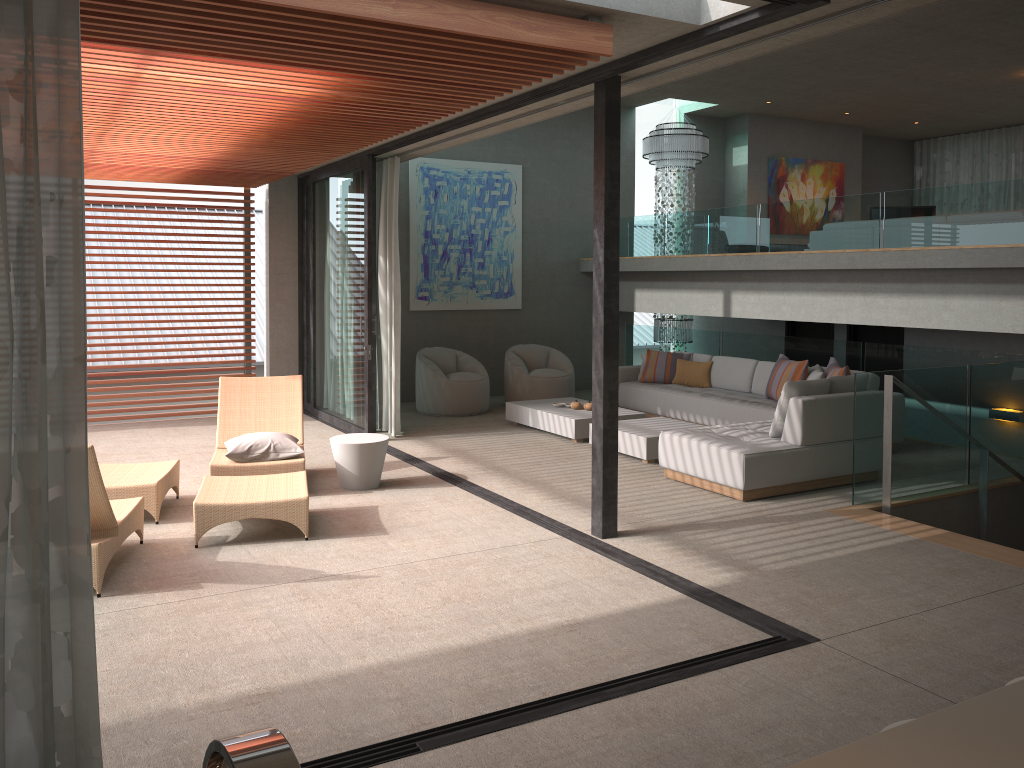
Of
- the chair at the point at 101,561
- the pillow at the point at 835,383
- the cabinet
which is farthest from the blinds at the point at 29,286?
the pillow at the point at 835,383

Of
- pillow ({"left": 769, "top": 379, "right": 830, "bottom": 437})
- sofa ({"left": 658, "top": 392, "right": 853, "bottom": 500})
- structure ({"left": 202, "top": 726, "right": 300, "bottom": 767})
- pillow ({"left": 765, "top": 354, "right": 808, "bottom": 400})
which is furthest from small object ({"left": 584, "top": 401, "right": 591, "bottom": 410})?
structure ({"left": 202, "top": 726, "right": 300, "bottom": 767})

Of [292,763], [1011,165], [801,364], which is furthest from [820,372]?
[1011,165]

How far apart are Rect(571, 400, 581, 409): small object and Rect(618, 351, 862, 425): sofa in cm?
113

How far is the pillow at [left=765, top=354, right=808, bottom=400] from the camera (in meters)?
8.89

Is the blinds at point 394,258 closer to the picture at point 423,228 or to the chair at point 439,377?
the chair at point 439,377

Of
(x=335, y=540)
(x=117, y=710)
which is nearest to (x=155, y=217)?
(x=335, y=540)

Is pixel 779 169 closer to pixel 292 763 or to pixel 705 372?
pixel 705 372

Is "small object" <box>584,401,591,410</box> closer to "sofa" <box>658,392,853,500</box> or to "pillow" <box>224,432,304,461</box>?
"sofa" <box>658,392,853,500</box>

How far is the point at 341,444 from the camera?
7.0m
